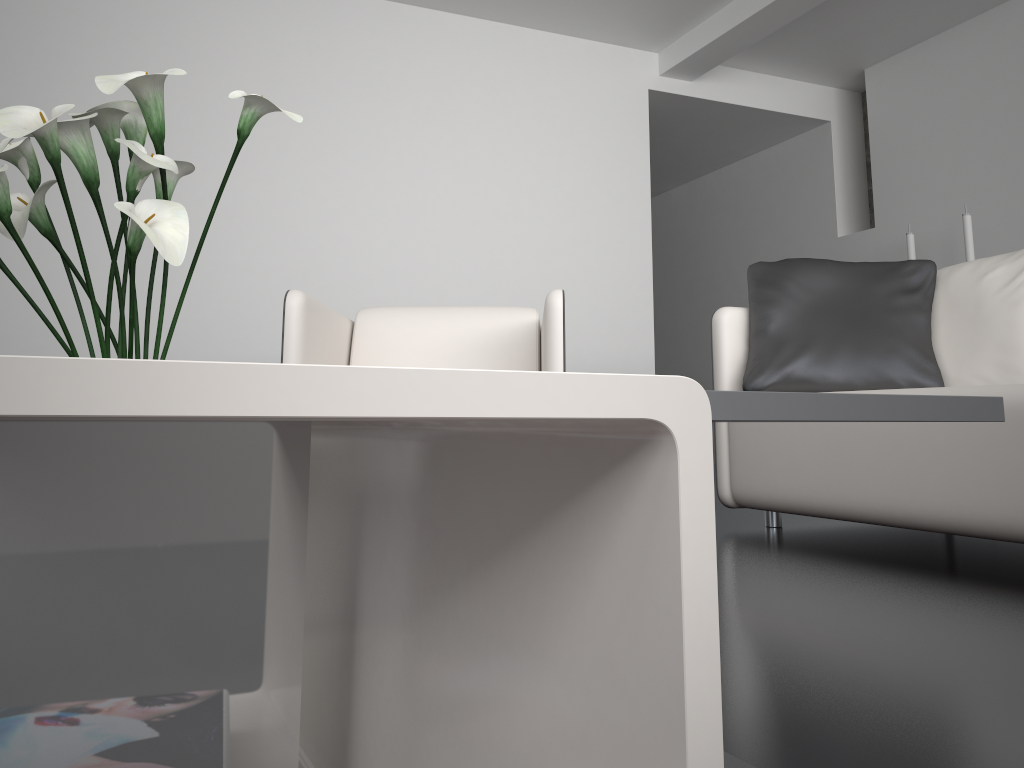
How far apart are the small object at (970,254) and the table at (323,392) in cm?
435

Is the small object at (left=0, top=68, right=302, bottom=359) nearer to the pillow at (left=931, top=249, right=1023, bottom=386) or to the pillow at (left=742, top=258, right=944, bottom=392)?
the pillow at (left=742, top=258, right=944, bottom=392)

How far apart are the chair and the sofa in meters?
0.5

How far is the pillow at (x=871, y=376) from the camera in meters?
2.5

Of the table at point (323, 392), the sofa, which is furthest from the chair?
the table at point (323, 392)

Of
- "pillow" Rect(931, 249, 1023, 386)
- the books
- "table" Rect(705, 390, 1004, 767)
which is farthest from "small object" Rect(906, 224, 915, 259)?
the books

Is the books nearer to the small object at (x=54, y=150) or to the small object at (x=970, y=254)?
the small object at (x=54, y=150)

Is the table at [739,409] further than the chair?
No

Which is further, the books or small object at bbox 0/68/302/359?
small object at bbox 0/68/302/359

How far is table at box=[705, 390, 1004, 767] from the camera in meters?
0.5 m
